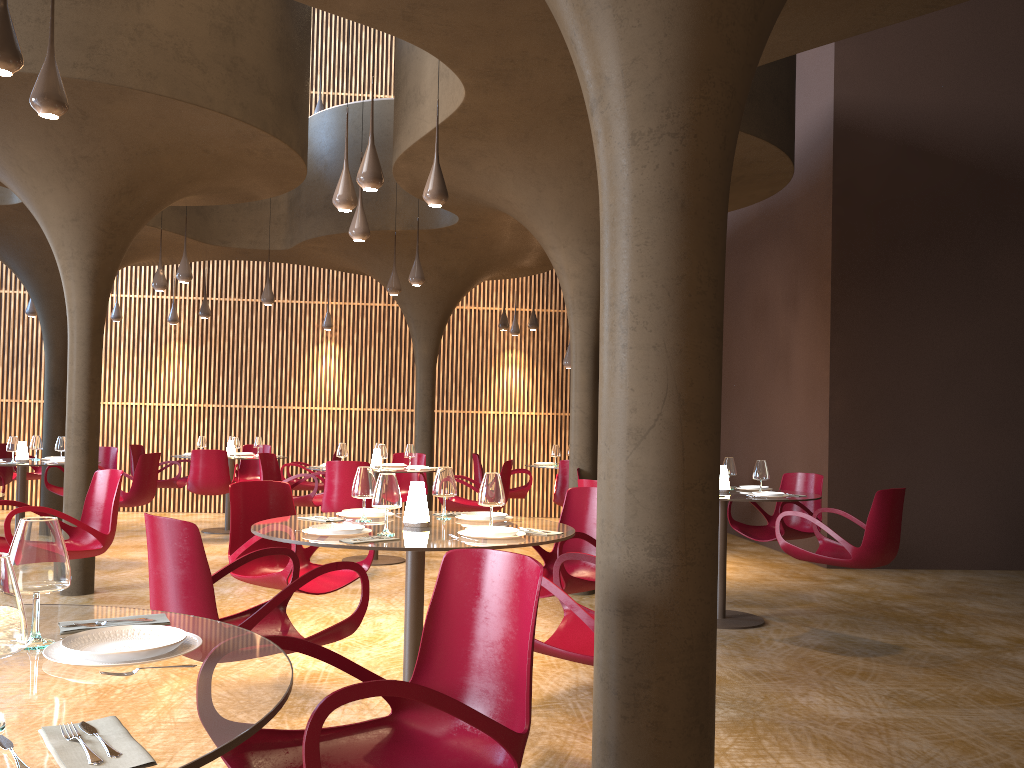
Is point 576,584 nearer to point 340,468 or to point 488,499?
point 488,499

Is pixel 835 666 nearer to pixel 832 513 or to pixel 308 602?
pixel 308 602

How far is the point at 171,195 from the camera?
8.6m

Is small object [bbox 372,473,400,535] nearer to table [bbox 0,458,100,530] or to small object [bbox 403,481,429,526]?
small object [bbox 403,481,429,526]

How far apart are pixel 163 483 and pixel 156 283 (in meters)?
3.14

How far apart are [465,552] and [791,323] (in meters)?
10.34

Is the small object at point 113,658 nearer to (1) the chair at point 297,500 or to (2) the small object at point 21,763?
(2) the small object at point 21,763

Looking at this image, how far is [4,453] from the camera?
12.4 meters

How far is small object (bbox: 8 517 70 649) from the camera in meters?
2.0

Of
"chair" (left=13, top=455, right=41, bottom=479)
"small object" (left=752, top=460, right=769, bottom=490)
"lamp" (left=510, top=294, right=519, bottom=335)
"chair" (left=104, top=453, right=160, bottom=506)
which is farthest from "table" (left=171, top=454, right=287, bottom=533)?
"small object" (left=752, top=460, right=769, bottom=490)
